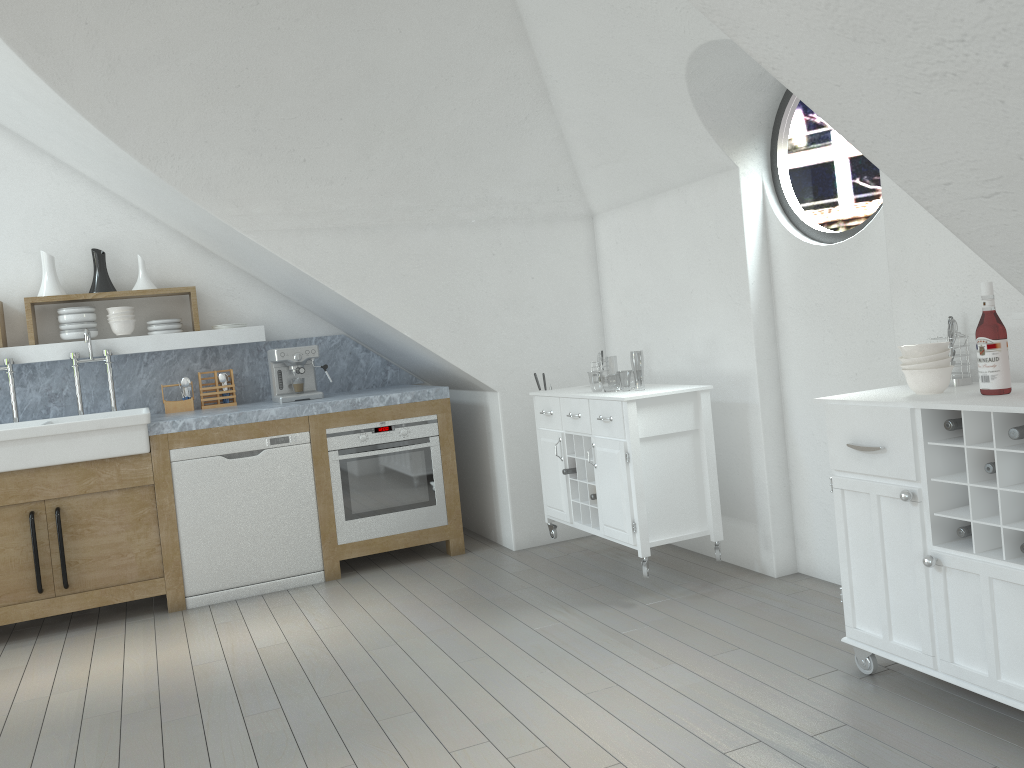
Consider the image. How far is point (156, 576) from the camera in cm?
447

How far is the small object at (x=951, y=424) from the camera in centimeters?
249cm

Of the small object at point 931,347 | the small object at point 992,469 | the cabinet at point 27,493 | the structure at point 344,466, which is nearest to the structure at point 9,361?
the cabinet at point 27,493

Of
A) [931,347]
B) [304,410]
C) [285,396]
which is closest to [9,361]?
[285,396]

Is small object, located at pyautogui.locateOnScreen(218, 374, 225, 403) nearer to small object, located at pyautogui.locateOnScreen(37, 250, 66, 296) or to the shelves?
the shelves

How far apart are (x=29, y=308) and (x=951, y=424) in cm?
460

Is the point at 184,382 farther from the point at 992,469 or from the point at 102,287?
the point at 992,469

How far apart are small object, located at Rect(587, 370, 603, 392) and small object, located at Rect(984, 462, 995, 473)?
45.2 meters

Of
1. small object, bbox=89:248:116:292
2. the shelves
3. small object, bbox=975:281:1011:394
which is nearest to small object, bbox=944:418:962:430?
small object, bbox=975:281:1011:394

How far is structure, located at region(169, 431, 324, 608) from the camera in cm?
453
